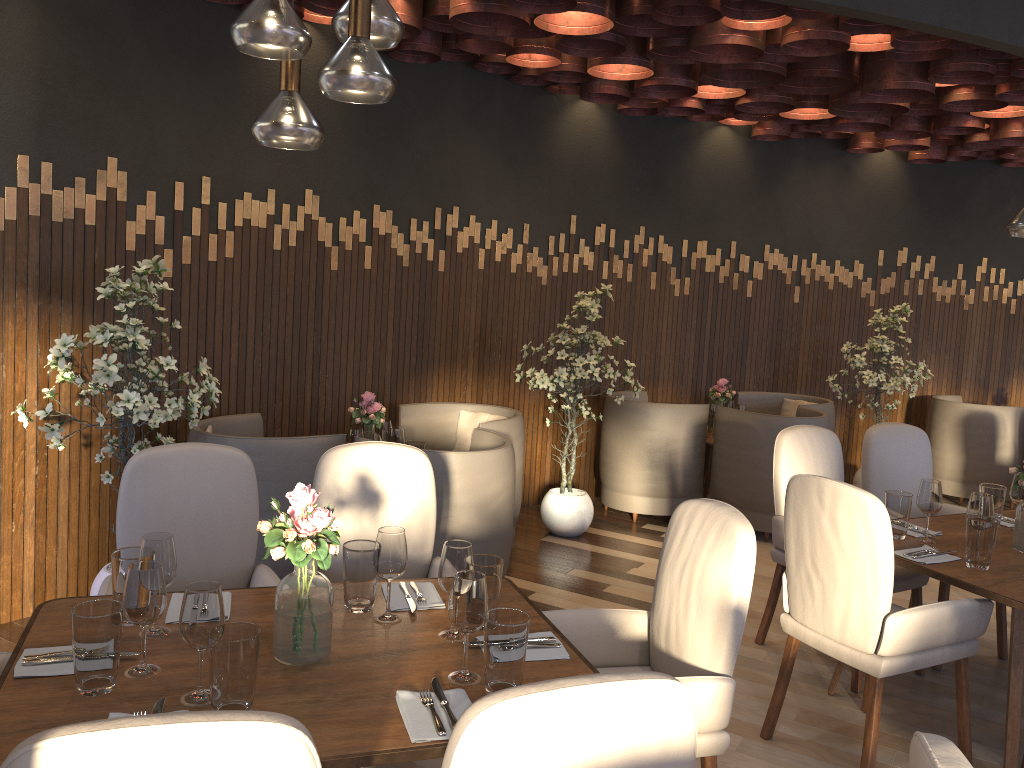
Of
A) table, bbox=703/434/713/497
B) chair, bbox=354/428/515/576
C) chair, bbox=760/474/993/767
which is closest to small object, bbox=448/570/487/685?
chair, bbox=760/474/993/767

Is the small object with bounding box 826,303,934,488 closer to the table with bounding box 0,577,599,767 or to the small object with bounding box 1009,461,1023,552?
the small object with bounding box 1009,461,1023,552

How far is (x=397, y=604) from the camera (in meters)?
2.47

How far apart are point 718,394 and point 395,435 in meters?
2.8 m

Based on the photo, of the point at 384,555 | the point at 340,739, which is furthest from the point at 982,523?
the point at 340,739

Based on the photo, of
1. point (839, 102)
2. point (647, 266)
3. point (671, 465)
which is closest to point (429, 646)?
point (671, 465)

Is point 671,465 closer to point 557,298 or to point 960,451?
point 557,298

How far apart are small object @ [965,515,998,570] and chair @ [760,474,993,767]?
0.18m

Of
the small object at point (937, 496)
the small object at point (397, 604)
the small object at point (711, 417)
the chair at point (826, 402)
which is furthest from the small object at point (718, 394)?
the small object at point (397, 604)

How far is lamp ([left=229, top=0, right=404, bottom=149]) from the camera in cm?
182
